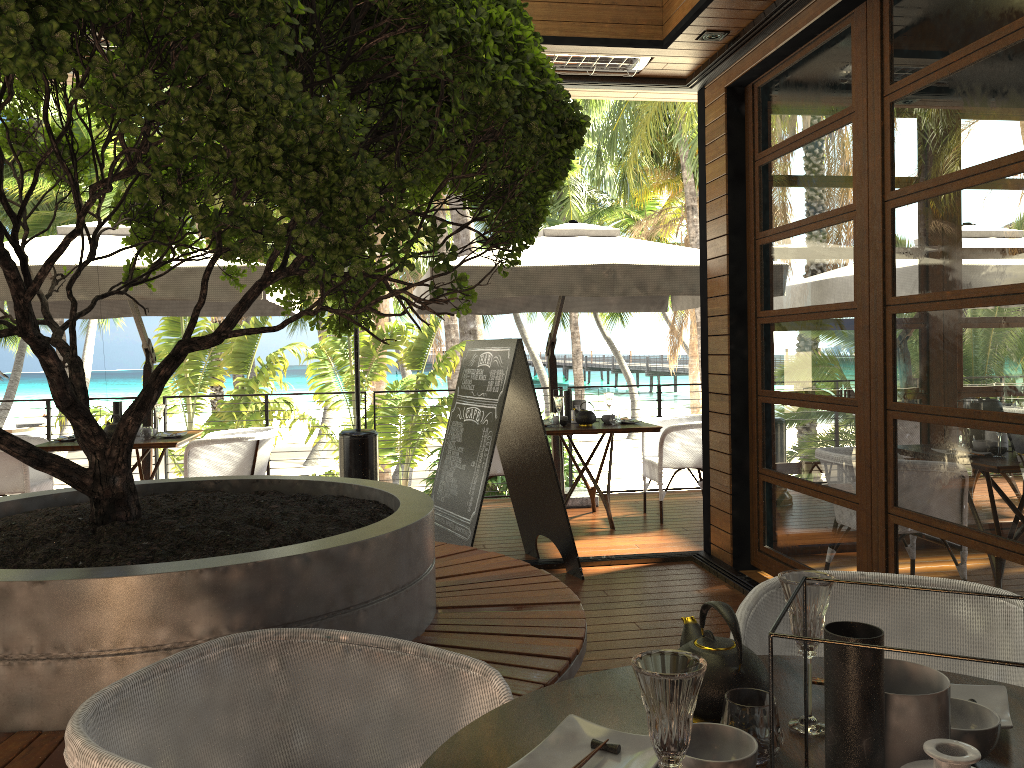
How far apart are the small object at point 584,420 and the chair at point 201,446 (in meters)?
2.23

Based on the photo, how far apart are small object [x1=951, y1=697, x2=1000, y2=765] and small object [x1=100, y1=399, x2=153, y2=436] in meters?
6.3

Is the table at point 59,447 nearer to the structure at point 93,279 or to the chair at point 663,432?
the structure at point 93,279

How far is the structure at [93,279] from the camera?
5.22m

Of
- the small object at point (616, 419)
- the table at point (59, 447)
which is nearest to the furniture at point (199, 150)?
the table at point (59, 447)

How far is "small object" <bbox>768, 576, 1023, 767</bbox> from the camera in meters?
1.0

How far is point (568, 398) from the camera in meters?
7.0

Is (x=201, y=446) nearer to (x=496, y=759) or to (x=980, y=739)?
(x=496, y=759)

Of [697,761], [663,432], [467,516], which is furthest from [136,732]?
[663,432]

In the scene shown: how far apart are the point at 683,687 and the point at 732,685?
0.4m
